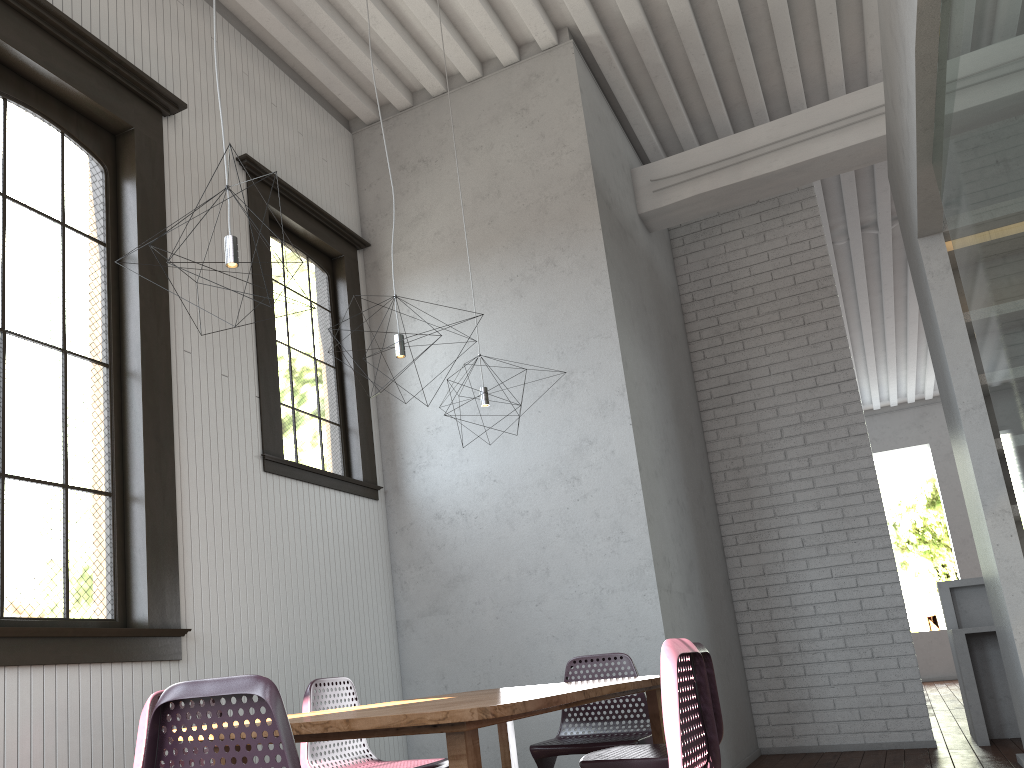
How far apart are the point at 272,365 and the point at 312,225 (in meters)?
1.17

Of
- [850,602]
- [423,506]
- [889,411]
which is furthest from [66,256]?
[889,411]

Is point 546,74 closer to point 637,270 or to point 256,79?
point 637,270
